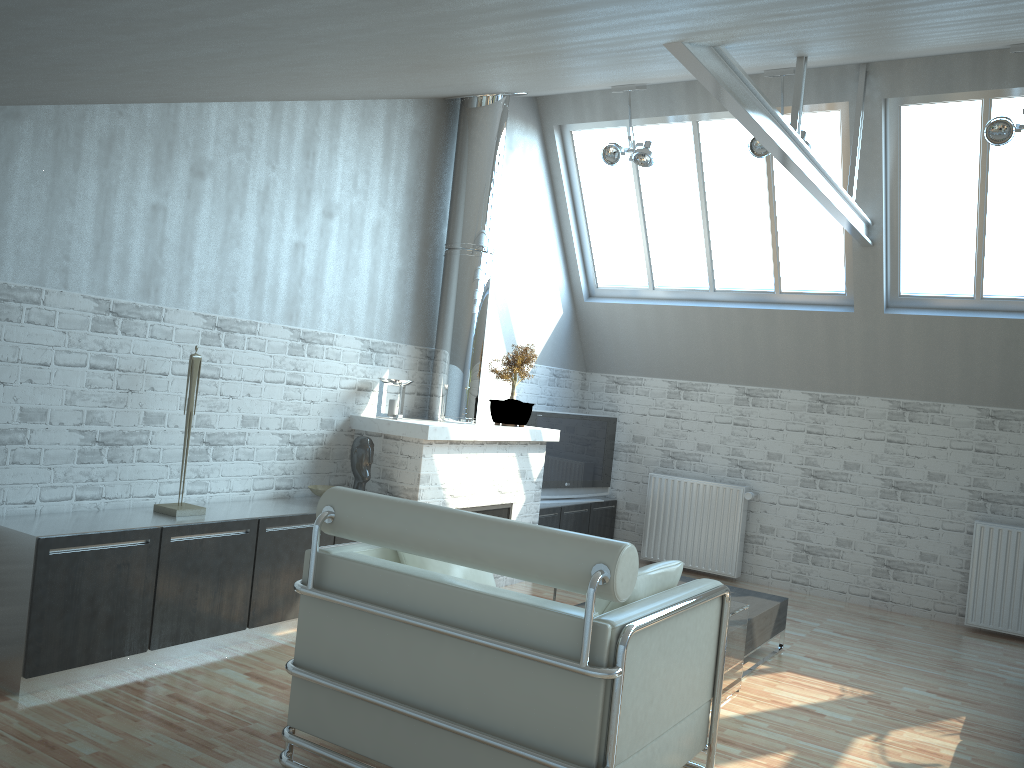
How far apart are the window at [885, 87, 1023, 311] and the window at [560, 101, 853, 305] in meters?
0.6 m

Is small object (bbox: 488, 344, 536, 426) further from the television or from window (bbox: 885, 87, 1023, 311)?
window (bbox: 885, 87, 1023, 311)

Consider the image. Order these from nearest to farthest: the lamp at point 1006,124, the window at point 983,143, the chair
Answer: the chair < the lamp at point 1006,124 < the window at point 983,143

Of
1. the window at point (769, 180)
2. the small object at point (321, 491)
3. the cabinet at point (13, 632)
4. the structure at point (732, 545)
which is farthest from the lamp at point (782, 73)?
the cabinet at point (13, 632)

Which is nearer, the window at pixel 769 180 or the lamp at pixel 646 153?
the lamp at pixel 646 153

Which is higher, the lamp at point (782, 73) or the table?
the lamp at point (782, 73)

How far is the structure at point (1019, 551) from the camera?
12.64m

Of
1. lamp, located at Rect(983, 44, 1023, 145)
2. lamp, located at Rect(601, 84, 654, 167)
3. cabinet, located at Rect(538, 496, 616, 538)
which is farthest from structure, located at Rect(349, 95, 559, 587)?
lamp, located at Rect(983, 44, 1023, 145)

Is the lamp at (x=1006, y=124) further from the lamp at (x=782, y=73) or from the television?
the television

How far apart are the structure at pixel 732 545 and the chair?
8.3m
